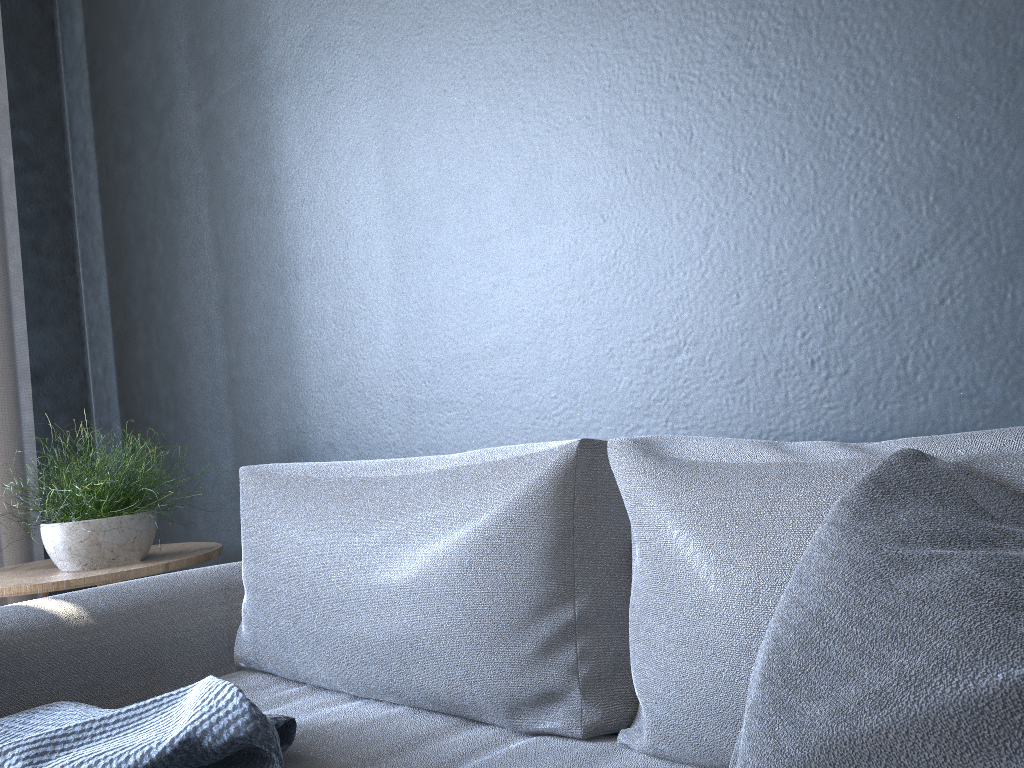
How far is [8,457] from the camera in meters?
2.5 m

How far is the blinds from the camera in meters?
2.5 m

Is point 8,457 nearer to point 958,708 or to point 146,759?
point 146,759

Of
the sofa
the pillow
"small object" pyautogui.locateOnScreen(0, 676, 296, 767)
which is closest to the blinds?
the sofa

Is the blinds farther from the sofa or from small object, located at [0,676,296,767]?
small object, located at [0,676,296,767]

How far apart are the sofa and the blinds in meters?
1.1

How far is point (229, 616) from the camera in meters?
1.7

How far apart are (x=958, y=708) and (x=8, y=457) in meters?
2.6

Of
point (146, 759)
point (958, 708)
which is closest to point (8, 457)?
point (146, 759)

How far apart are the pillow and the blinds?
2.4m
